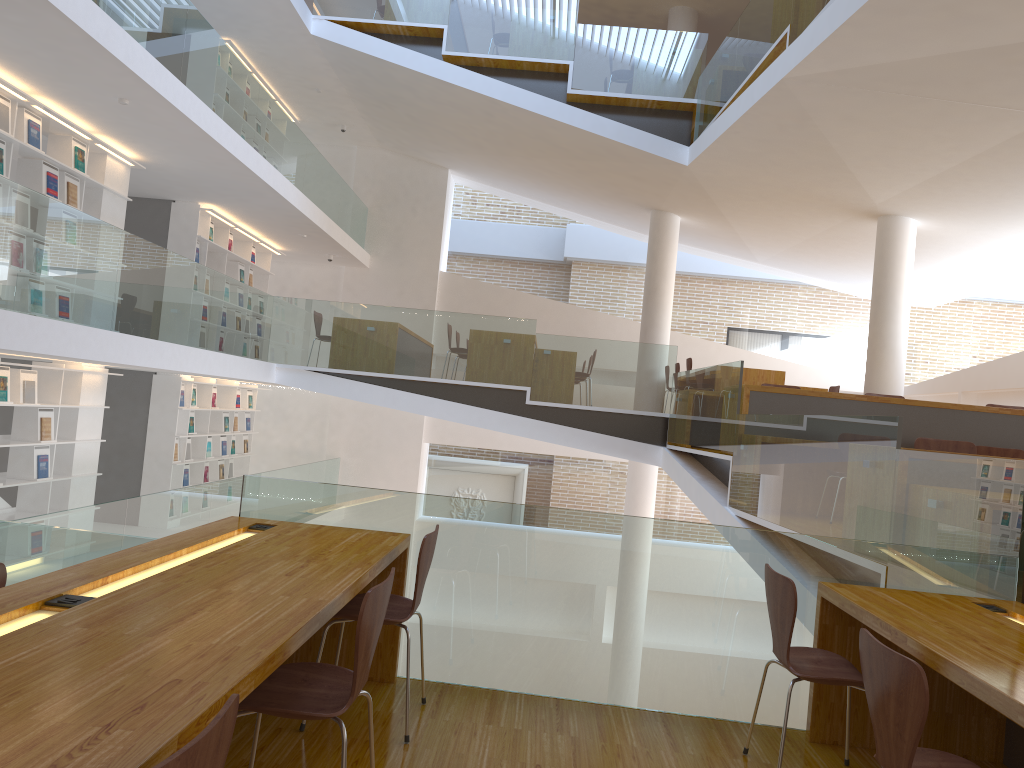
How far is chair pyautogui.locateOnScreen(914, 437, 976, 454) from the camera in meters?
5.6

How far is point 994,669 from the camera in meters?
2.3 m

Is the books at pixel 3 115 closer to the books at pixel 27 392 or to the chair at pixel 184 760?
the books at pixel 27 392

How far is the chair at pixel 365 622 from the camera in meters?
2.1 m

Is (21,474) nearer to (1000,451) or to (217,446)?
(217,446)

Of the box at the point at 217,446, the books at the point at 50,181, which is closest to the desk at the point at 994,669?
the books at the point at 50,181

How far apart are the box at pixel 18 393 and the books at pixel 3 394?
0.2m

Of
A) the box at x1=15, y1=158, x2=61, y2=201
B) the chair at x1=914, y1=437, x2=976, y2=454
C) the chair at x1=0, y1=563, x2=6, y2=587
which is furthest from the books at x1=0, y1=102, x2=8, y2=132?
the chair at x1=914, y1=437, x2=976, y2=454

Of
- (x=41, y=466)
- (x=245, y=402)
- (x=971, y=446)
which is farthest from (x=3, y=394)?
(x=971, y=446)

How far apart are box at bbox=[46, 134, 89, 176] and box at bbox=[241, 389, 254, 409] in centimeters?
552cm
